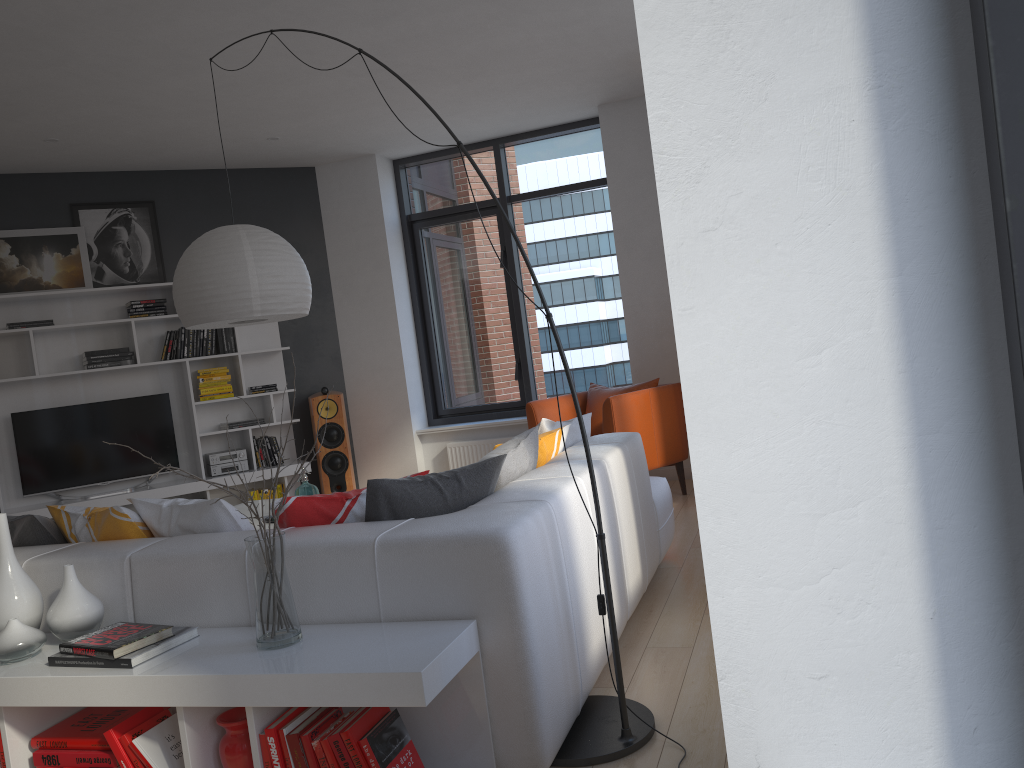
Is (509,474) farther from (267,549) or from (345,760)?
(345,760)

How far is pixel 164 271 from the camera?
7.1 meters

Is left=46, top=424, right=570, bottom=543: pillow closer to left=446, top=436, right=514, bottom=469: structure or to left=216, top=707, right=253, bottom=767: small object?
left=216, top=707, right=253, bottom=767: small object

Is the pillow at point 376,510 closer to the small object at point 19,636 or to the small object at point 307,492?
the small object at point 19,636

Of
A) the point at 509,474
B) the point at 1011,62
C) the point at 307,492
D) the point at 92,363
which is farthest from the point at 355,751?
the point at 92,363

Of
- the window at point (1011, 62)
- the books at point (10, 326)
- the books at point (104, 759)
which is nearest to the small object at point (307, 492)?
the books at point (104, 759)

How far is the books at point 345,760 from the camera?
2.1 meters

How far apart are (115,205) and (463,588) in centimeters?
591cm

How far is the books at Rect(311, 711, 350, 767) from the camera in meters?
2.1

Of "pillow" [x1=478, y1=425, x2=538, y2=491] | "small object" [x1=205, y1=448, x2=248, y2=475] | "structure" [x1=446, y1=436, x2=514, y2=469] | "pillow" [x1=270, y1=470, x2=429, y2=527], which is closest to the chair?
"structure" [x1=446, y1=436, x2=514, y2=469]
